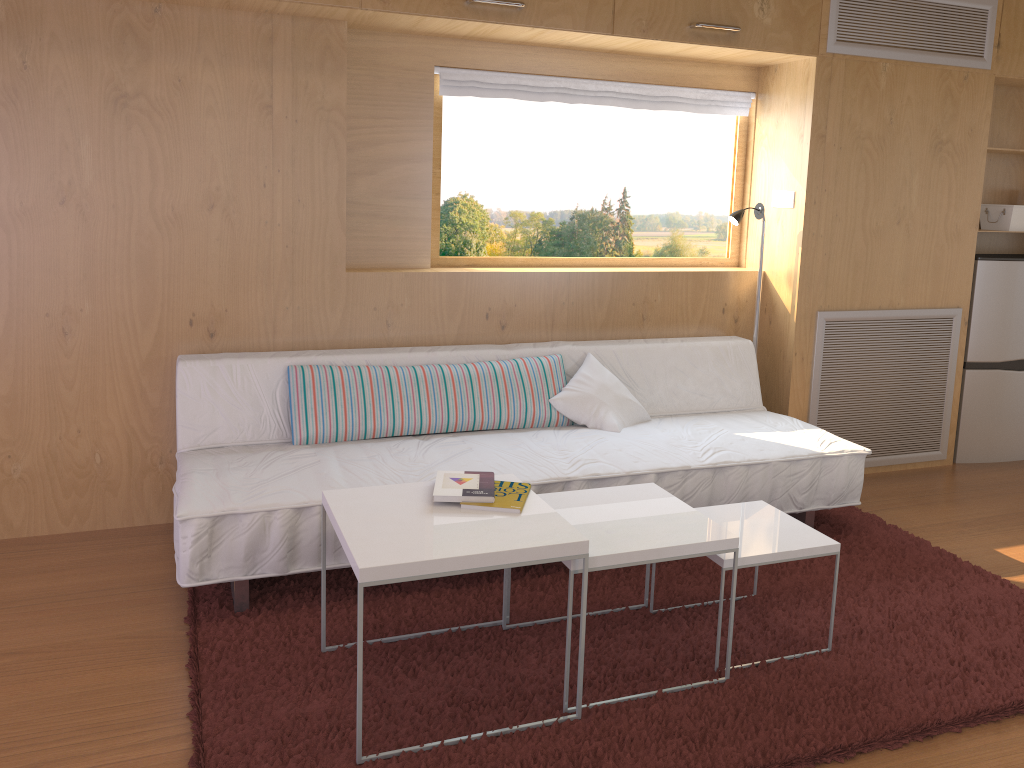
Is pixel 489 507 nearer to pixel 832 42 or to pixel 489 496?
pixel 489 496

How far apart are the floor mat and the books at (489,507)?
0.4 meters

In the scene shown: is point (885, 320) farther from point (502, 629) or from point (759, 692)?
point (502, 629)

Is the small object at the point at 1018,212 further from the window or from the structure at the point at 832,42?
the window

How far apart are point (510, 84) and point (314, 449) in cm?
163

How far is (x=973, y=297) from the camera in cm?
410

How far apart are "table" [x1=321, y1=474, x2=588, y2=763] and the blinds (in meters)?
1.70

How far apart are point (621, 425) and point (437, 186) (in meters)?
1.19

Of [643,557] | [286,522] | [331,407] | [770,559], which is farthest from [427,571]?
[331,407]

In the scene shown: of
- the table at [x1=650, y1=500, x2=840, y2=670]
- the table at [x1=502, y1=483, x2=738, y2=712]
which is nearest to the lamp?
the table at [x1=650, y1=500, x2=840, y2=670]
